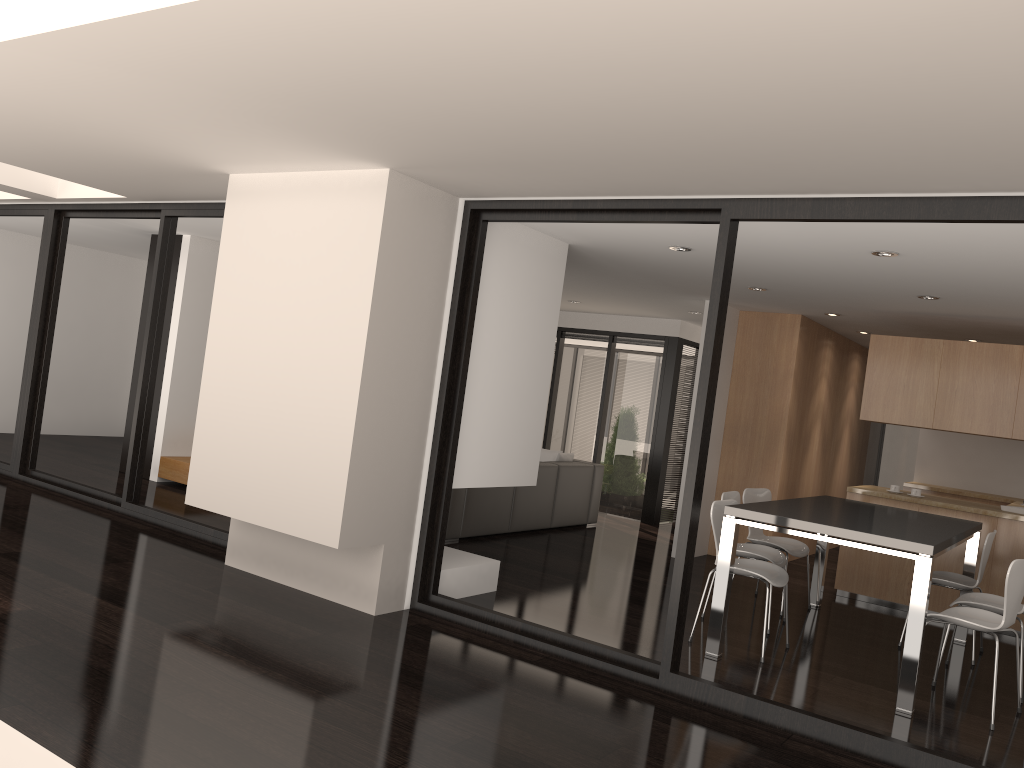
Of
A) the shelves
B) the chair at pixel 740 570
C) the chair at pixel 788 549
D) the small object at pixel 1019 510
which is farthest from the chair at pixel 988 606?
the shelves

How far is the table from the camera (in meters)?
4.44

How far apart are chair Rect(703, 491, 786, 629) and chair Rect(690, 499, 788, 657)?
0.3 meters

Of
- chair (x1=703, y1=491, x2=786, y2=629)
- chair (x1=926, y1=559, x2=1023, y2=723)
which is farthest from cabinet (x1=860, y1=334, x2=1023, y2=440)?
chair (x1=926, y1=559, x2=1023, y2=723)

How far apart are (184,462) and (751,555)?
5.29m

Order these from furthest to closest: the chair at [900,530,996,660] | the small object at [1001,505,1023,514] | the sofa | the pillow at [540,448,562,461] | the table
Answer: Answer: 1. the pillow at [540,448,562,461]
2. the sofa
3. the small object at [1001,505,1023,514]
4. the chair at [900,530,996,660]
5. the table

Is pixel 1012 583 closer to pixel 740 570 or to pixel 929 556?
pixel 929 556

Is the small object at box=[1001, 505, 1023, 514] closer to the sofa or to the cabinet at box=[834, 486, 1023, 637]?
the cabinet at box=[834, 486, 1023, 637]

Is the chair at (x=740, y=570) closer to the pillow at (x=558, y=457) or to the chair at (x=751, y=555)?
the chair at (x=751, y=555)

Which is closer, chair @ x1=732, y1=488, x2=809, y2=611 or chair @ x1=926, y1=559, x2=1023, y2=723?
chair @ x1=926, y1=559, x2=1023, y2=723
